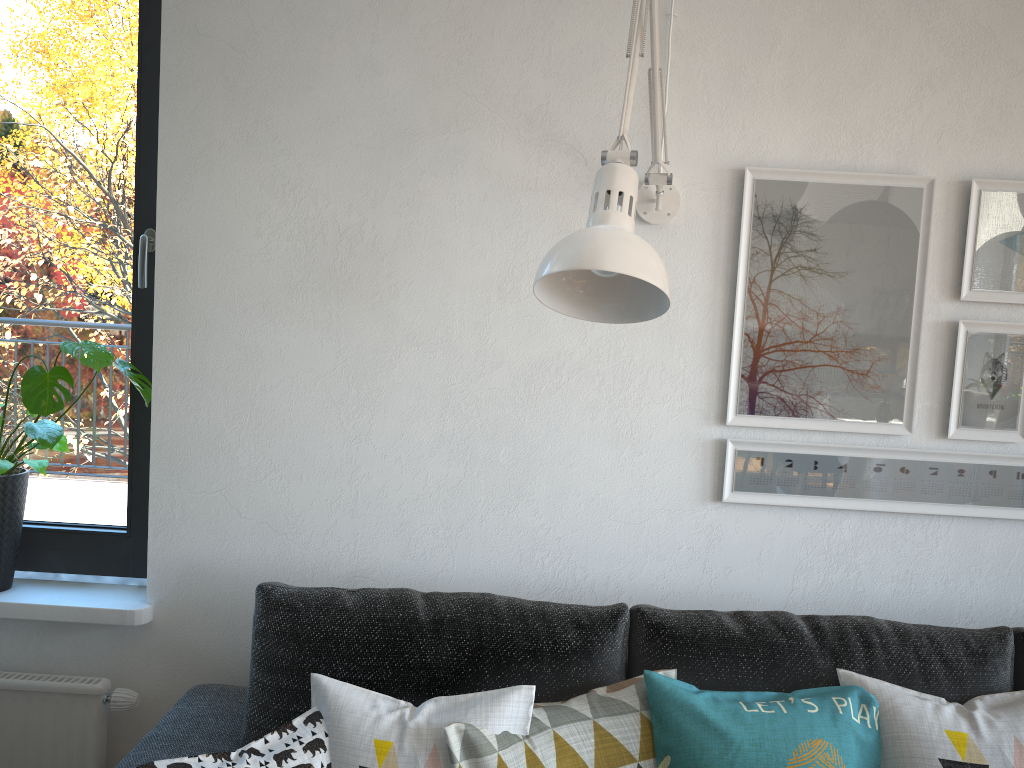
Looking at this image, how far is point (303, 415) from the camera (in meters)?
1.89

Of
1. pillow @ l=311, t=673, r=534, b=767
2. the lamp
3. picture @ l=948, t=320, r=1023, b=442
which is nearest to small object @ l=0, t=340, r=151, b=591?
pillow @ l=311, t=673, r=534, b=767

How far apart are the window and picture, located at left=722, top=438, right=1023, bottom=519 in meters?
1.3 m

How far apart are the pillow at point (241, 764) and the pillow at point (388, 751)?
0.01m

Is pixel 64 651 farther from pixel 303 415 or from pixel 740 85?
pixel 740 85

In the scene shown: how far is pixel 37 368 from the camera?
1.8m

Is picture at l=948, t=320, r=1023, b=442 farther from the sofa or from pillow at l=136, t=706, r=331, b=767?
pillow at l=136, t=706, r=331, b=767

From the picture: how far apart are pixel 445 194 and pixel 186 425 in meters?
0.7

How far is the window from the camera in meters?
2.0 m

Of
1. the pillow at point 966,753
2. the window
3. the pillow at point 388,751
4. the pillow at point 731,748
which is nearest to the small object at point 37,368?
the window
